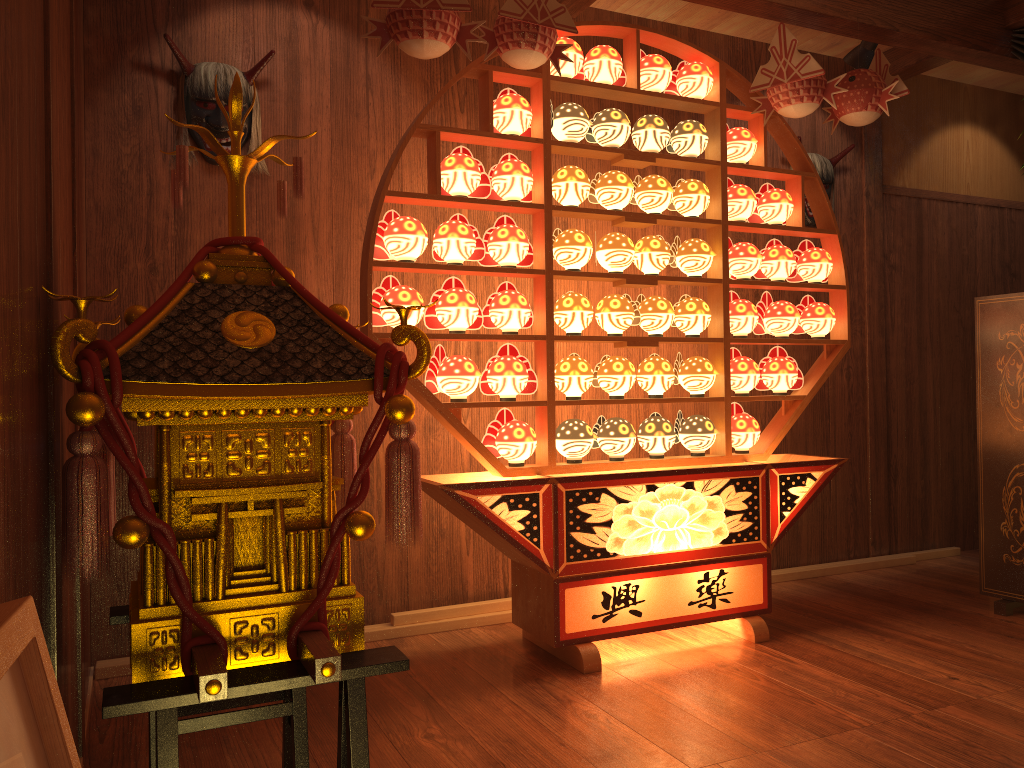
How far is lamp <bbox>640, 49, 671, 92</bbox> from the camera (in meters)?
3.14

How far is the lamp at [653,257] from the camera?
3.14m

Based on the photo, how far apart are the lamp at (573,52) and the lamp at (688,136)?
0.40m

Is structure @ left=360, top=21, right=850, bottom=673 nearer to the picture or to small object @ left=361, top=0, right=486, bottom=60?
small object @ left=361, top=0, right=486, bottom=60

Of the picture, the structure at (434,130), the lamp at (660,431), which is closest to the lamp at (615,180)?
the structure at (434,130)

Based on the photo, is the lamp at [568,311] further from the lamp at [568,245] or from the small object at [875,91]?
the small object at [875,91]

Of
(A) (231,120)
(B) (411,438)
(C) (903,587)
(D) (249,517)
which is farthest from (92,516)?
(C) (903,587)

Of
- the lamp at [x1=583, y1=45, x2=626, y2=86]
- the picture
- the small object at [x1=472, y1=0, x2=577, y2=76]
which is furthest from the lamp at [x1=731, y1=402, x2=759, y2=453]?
the picture

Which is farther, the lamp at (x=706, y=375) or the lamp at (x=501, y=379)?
the lamp at (x=706, y=375)

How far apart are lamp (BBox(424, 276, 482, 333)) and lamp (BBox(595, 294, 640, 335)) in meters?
0.4
